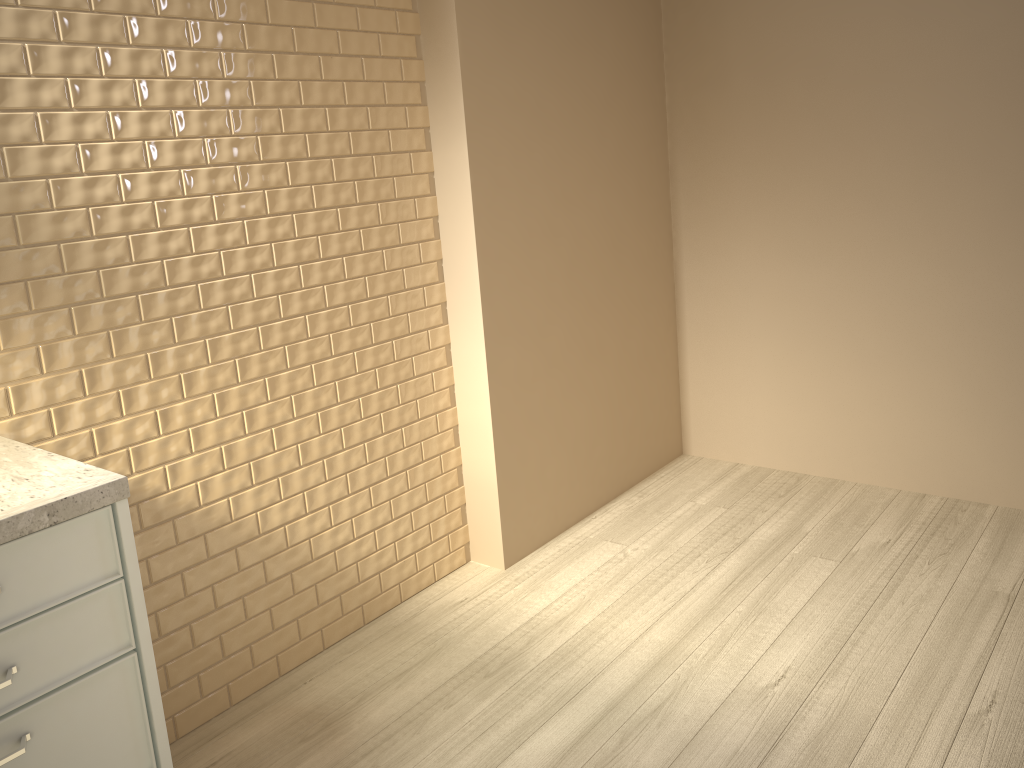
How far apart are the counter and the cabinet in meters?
0.0

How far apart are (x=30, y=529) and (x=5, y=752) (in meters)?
0.33

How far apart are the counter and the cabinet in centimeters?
1cm

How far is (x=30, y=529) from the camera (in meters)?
1.28

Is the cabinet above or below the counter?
below

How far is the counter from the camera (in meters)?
1.28

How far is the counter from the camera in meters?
1.3

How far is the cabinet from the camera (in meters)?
1.30

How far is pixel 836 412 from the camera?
3.2m
